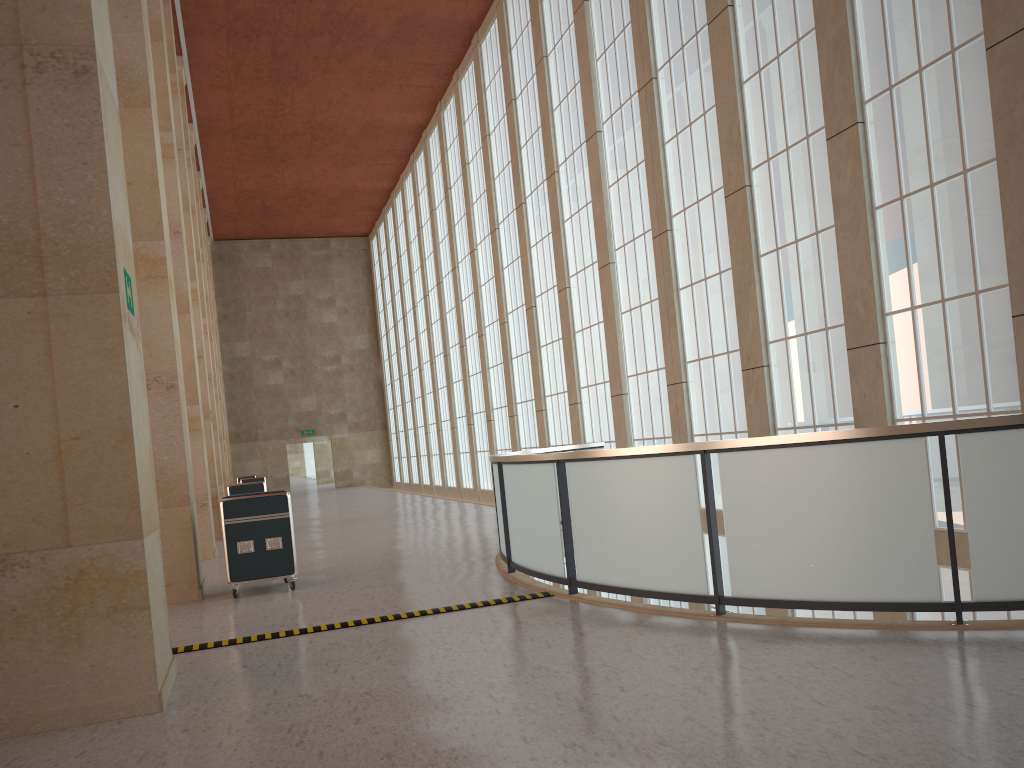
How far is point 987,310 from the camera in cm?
1216

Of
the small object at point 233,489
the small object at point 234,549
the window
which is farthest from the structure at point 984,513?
the small object at point 233,489

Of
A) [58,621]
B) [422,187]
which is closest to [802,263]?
[58,621]

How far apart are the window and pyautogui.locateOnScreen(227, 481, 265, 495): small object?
9.9 meters

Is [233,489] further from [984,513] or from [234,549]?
[984,513]

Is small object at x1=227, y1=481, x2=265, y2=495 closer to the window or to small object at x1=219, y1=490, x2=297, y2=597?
the window

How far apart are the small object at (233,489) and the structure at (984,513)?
10.6 meters

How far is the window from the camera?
12.2m

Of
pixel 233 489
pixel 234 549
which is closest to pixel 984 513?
pixel 234 549

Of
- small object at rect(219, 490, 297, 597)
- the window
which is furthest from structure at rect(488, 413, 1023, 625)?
small object at rect(219, 490, 297, 597)
